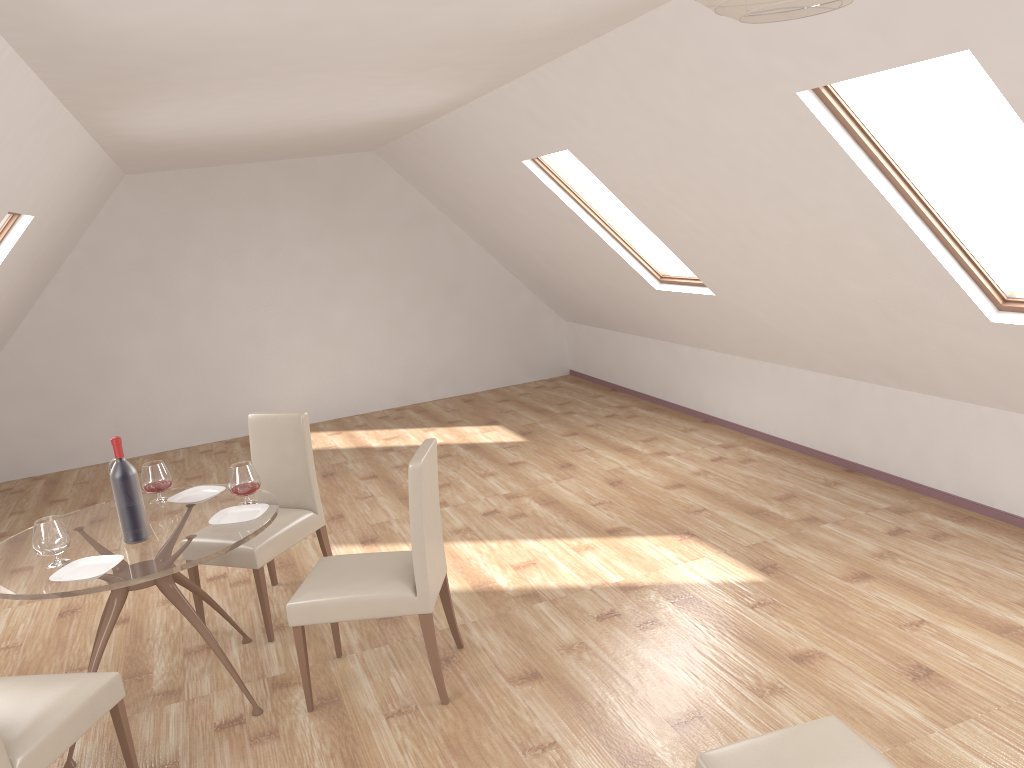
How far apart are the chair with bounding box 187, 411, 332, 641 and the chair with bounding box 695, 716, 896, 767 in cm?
245

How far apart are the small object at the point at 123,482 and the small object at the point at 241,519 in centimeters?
25cm

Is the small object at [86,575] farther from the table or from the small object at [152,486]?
the small object at [152,486]

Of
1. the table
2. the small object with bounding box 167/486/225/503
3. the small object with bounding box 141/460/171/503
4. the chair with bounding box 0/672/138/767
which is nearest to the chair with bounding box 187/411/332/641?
the table

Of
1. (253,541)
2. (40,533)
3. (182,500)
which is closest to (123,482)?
(40,533)

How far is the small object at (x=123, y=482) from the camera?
3.5 meters

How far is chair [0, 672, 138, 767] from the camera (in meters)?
2.72

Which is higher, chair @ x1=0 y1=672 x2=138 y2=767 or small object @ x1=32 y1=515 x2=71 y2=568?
small object @ x1=32 y1=515 x2=71 y2=568

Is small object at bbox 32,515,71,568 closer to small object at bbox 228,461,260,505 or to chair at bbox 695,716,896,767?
small object at bbox 228,461,260,505

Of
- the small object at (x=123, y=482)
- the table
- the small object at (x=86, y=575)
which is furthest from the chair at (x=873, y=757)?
the small object at (x=123, y=482)
